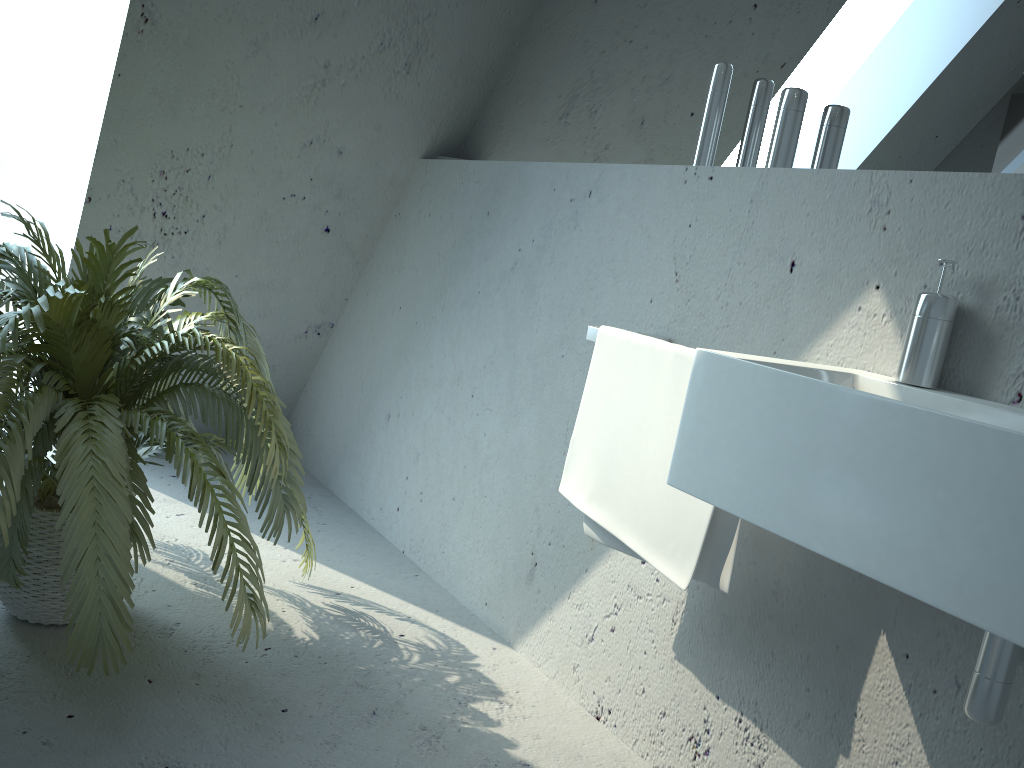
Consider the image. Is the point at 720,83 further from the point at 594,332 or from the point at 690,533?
the point at 690,533

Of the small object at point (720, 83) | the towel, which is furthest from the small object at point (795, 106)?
the towel

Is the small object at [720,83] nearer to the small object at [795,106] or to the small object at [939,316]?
the small object at [795,106]

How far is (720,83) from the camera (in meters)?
1.86

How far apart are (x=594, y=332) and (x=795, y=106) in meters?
0.6 m

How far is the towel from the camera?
1.5m

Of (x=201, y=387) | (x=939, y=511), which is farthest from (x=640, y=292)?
(x=939, y=511)

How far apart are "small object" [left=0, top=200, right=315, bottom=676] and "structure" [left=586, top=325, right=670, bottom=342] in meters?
0.7 m

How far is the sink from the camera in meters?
0.9

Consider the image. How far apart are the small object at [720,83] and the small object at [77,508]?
1.0 meters
